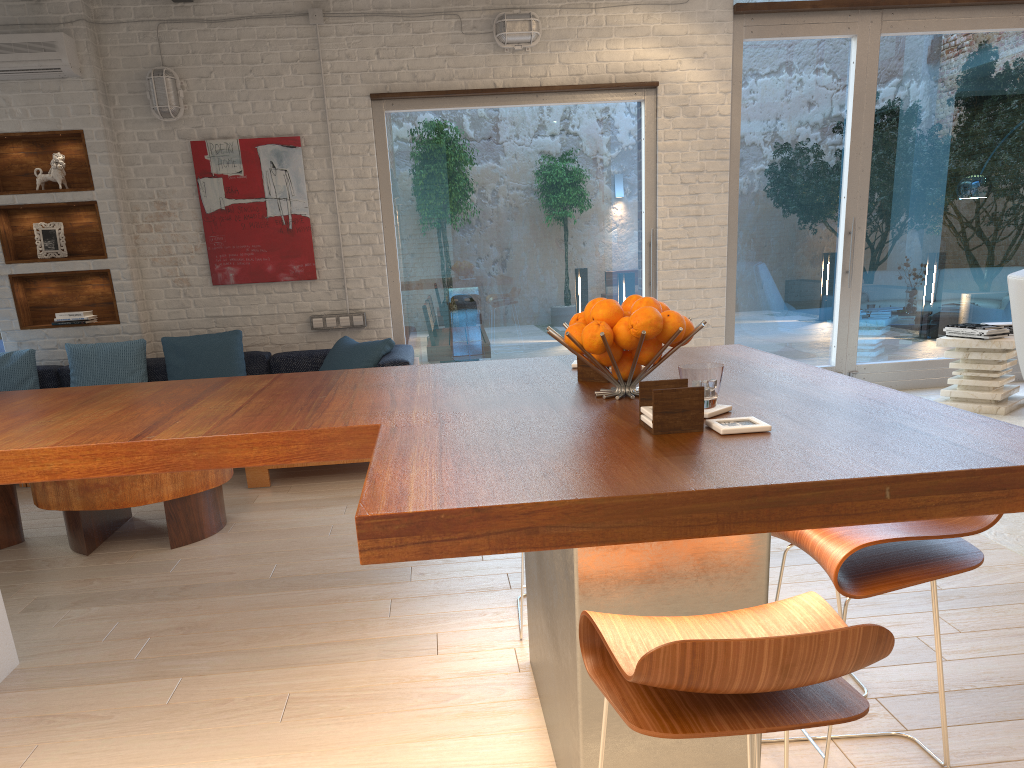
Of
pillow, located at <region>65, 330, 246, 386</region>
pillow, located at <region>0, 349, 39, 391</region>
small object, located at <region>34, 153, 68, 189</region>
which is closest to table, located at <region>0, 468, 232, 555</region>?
pillow, located at <region>65, 330, 246, 386</region>

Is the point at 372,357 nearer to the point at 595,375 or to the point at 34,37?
the point at 34,37

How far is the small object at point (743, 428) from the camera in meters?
1.6

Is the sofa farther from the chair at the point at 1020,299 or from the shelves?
the chair at the point at 1020,299

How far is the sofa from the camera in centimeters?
510cm

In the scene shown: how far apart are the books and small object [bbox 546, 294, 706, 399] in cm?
489

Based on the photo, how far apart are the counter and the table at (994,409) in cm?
408

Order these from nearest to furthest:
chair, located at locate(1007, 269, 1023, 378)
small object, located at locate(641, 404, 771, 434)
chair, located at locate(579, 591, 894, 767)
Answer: chair, located at locate(579, 591, 894, 767)
small object, located at locate(641, 404, 771, 434)
chair, located at locate(1007, 269, 1023, 378)

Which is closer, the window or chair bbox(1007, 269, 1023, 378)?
chair bbox(1007, 269, 1023, 378)

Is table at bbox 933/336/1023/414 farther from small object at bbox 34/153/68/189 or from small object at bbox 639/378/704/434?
small object at bbox 34/153/68/189
